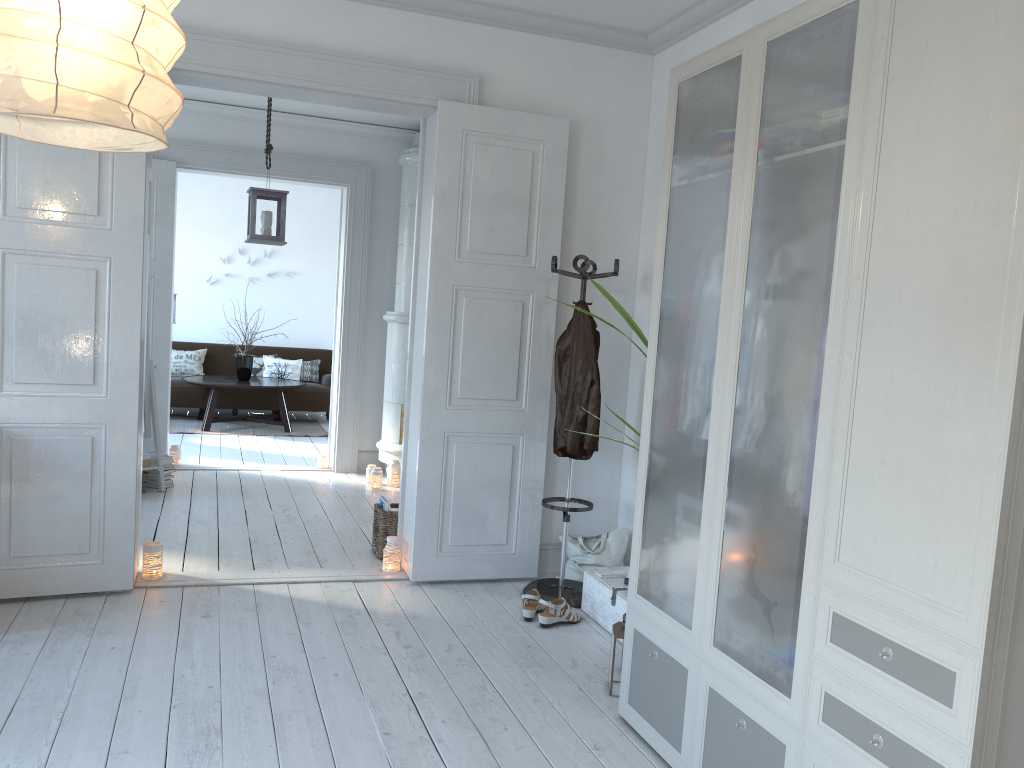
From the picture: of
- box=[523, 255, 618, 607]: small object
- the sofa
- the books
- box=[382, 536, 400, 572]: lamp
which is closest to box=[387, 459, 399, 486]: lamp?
the books

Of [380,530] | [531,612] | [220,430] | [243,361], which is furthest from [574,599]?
[243,361]

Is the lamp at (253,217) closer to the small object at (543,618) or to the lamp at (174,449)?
the lamp at (174,449)

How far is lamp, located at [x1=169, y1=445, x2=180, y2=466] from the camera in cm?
697

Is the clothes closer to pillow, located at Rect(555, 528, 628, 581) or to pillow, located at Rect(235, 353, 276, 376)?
pillow, located at Rect(555, 528, 628, 581)

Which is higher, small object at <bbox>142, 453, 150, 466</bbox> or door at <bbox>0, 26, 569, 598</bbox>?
door at <bbox>0, 26, 569, 598</bbox>

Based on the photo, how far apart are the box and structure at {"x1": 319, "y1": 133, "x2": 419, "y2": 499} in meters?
2.6 m

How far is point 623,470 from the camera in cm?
475

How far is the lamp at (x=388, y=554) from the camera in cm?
450

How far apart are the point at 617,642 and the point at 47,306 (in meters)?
2.69
